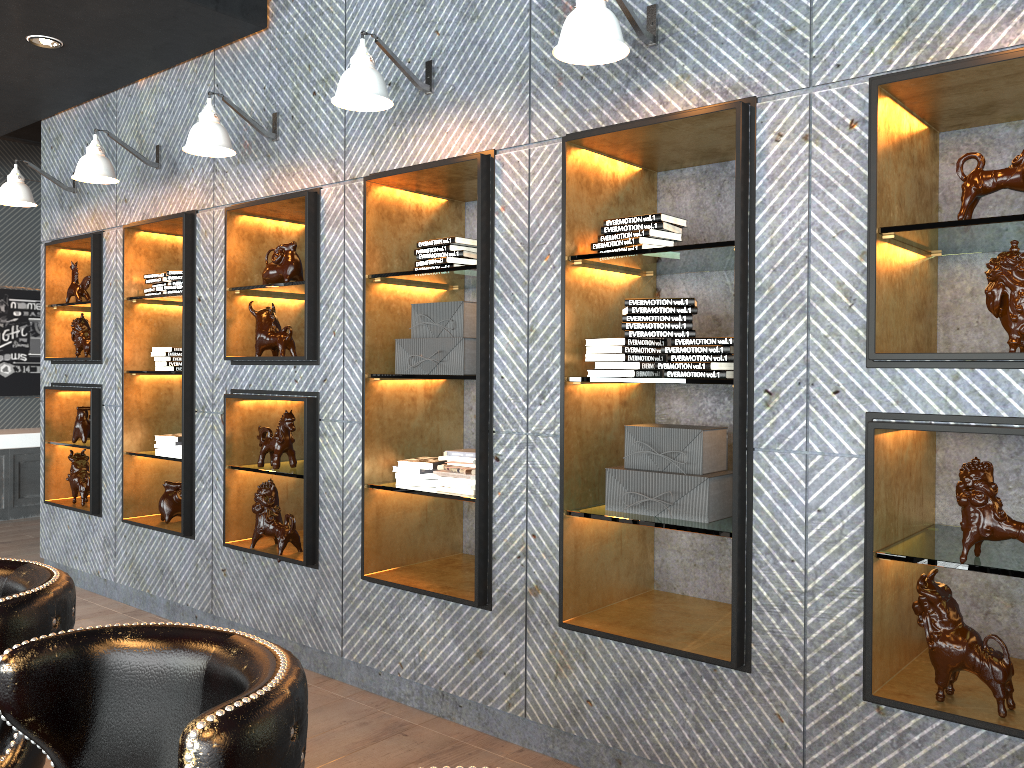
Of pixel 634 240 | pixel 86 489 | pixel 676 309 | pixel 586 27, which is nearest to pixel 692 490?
pixel 676 309

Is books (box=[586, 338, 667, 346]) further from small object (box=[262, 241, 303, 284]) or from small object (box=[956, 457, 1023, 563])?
small object (box=[262, 241, 303, 284])

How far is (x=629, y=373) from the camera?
3.1 meters

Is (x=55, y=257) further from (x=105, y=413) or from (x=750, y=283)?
(x=750, y=283)

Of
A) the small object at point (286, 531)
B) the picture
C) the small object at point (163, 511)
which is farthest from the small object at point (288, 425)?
the picture

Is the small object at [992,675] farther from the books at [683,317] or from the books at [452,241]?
the books at [452,241]

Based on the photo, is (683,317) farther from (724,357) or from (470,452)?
(470,452)

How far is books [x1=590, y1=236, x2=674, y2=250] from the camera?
3.1m

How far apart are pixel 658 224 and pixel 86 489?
4.47m

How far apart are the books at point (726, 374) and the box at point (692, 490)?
0.2m
